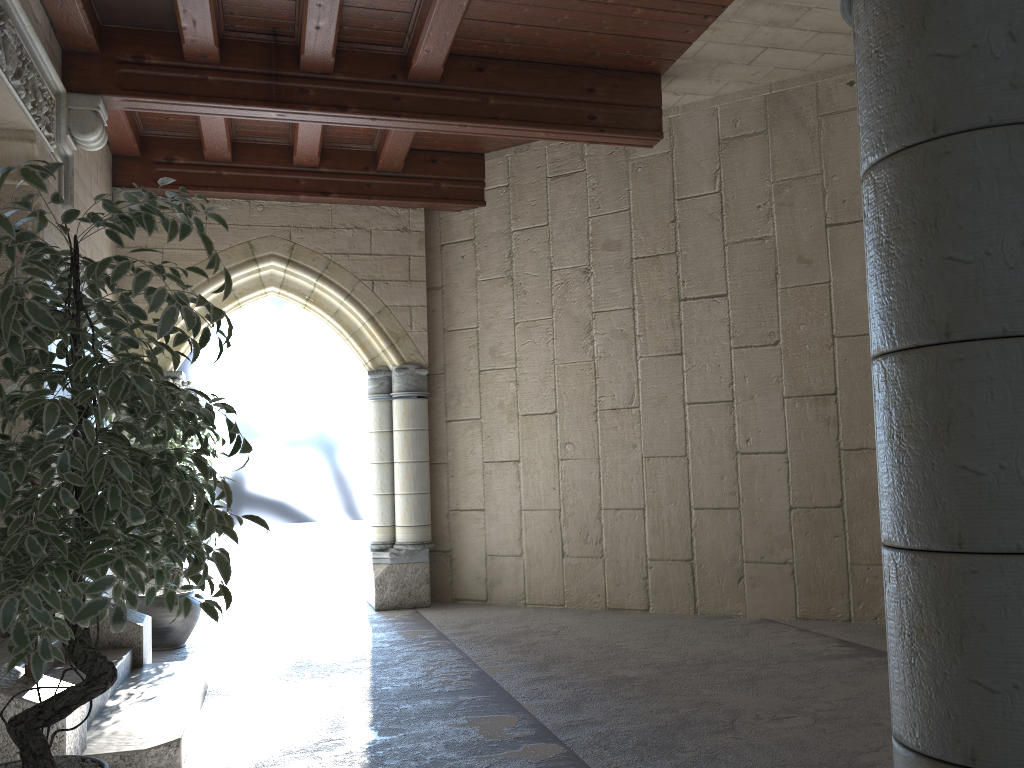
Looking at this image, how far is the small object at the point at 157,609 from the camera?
4.9 meters

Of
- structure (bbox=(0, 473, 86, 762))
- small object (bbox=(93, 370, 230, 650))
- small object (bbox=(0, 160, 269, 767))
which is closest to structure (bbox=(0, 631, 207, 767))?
structure (bbox=(0, 473, 86, 762))

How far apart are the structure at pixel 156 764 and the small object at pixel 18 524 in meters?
0.7

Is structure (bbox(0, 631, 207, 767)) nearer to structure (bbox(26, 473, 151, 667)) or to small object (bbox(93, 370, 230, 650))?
structure (bbox(26, 473, 151, 667))

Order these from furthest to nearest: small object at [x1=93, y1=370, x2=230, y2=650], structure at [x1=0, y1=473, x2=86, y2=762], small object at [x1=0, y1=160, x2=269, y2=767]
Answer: small object at [x1=93, y1=370, x2=230, y2=650], structure at [x1=0, y1=473, x2=86, y2=762], small object at [x1=0, y1=160, x2=269, y2=767]

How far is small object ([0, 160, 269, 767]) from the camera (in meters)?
1.68

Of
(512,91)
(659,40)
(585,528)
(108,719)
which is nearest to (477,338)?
(585,528)

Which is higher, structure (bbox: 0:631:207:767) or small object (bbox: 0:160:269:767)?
small object (bbox: 0:160:269:767)

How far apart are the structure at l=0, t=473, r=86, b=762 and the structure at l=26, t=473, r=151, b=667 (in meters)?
1.32

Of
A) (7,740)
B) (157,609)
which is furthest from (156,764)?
(157,609)
